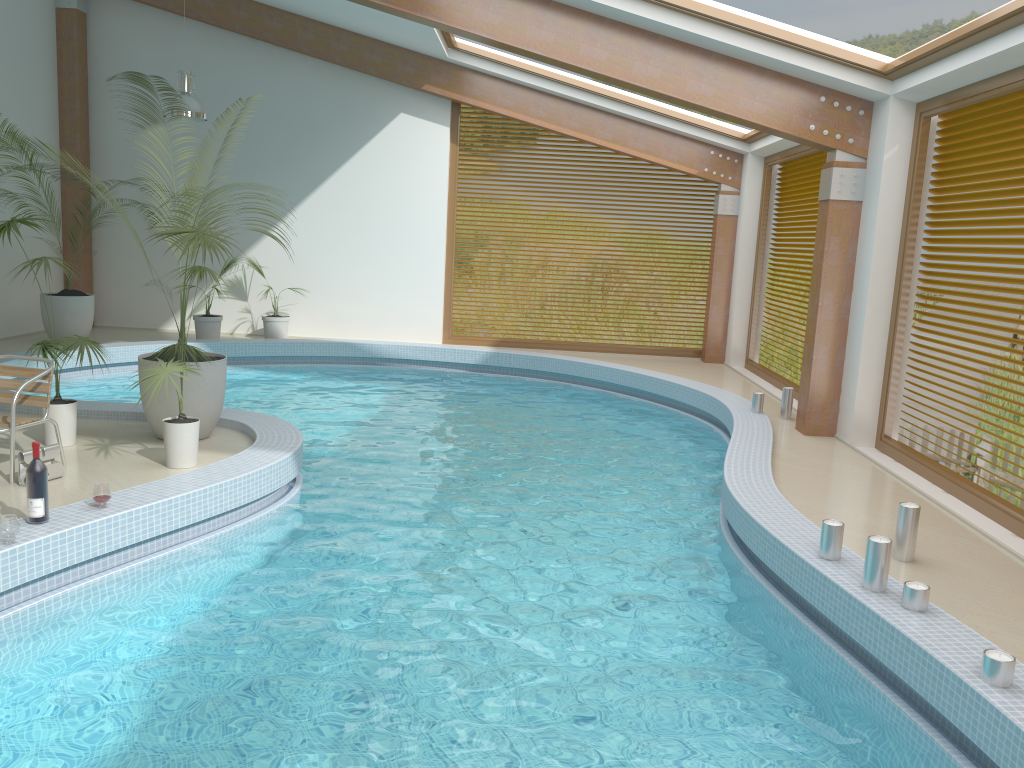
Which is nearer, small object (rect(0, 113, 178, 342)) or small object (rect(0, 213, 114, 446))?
small object (rect(0, 213, 114, 446))

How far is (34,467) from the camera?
4.6m

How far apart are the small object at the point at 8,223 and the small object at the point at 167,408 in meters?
0.5

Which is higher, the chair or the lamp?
the lamp

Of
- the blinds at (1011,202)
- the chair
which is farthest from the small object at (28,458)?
the blinds at (1011,202)

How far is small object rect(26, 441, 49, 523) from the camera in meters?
4.6

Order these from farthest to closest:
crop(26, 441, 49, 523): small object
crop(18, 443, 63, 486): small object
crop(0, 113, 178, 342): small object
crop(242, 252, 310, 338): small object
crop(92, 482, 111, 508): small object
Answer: crop(242, 252, 310, 338): small object
crop(0, 113, 178, 342): small object
crop(18, 443, 63, 486): small object
crop(92, 482, 111, 508): small object
crop(26, 441, 49, 523): small object

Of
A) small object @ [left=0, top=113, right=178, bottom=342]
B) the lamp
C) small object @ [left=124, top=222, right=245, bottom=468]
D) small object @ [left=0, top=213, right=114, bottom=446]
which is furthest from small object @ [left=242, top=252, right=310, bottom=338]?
small object @ [left=124, top=222, right=245, bottom=468]

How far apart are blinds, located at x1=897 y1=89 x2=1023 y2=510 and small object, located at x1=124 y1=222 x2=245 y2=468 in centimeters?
551cm

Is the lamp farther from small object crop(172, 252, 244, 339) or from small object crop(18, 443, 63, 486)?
small object crop(18, 443, 63, 486)
